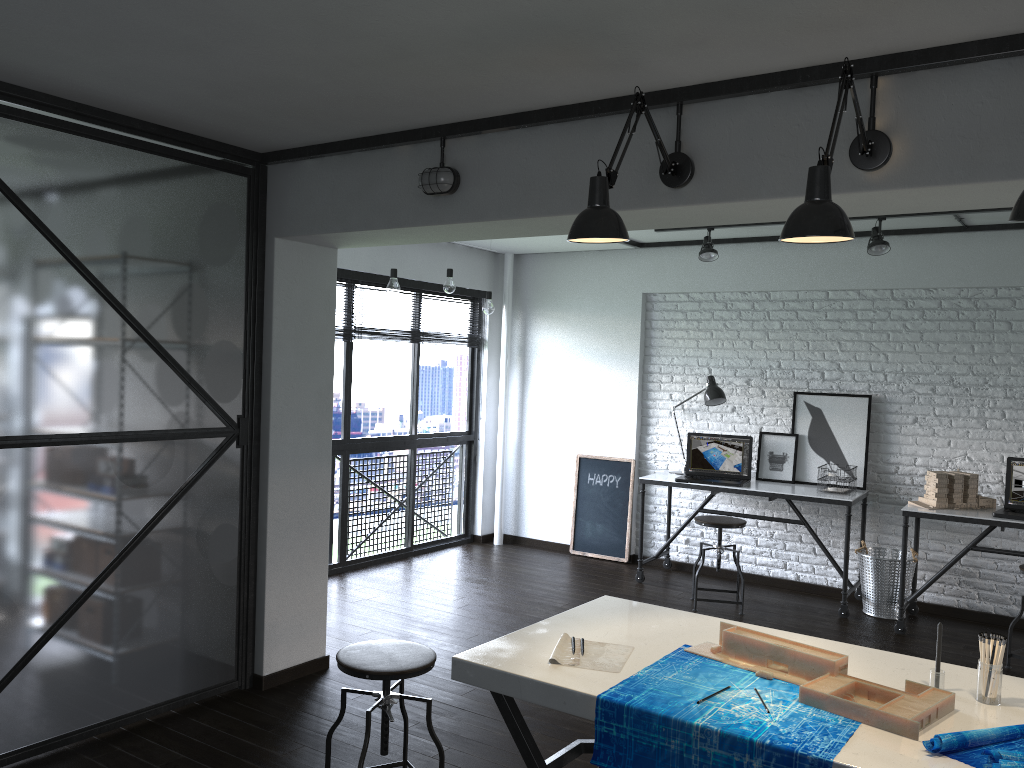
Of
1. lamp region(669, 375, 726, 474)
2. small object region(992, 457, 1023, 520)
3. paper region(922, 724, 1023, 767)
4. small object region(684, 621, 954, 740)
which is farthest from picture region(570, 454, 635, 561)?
→ paper region(922, 724, 1023, 767)

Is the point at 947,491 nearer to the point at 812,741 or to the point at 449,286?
the point at 449,286

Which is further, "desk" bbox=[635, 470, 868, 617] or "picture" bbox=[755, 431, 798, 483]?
"picture" bbox=[755, 431, 798, 483]

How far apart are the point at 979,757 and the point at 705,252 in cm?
422

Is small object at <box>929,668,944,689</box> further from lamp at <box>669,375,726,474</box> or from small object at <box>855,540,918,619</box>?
lamp at <box>669,375,726,474</box>

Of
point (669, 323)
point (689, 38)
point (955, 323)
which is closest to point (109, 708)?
point (689, 38)

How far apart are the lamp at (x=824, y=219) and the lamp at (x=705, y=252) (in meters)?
3.23

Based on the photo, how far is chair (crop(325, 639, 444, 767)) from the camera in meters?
2.7 m

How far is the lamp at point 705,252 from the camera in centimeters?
564cm

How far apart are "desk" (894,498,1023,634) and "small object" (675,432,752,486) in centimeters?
101cm
